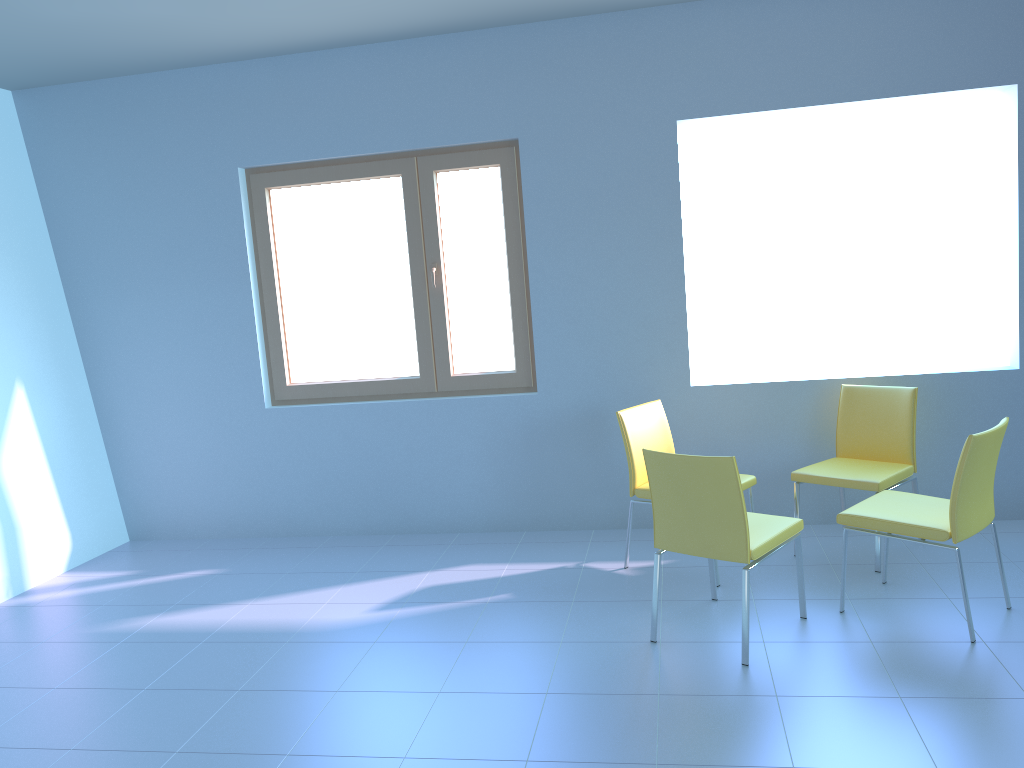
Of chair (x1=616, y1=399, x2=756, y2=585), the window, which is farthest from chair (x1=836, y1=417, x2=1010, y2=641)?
the window

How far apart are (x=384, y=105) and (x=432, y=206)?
0.5 meters

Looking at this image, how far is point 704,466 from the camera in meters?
2.9

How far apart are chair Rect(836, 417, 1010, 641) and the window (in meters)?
1.77

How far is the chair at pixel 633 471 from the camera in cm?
382

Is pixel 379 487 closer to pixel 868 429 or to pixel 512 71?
pixel 512 71

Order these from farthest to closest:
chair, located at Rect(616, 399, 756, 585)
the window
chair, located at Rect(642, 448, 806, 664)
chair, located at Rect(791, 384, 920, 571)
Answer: the window < chair, located at Rect(616, 399, 756, 585) < chair, located at Rect(791, 384, 920, 571) < chair, located at Rect(642, 448, 806, 664)

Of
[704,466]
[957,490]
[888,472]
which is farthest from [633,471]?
[957,490]

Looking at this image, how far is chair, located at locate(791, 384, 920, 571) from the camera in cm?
371

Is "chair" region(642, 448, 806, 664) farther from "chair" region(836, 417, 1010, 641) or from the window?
the window
